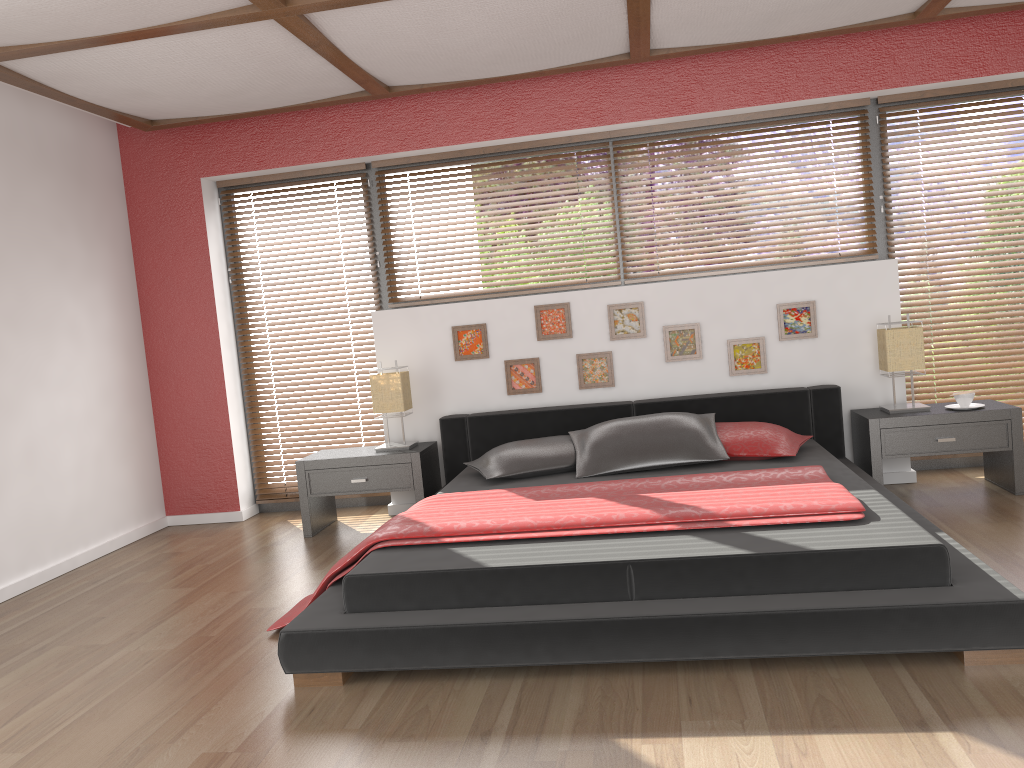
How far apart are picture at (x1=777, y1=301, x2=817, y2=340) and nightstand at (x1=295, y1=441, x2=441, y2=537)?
2.0 meters

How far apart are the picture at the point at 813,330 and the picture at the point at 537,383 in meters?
1.3

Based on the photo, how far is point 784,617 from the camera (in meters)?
2.51

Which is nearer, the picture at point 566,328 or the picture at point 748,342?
the picture at point 748,342

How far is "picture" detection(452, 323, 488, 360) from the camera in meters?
5.0 m

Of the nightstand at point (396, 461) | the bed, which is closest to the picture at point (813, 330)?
the bed

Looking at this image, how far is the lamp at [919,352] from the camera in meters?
4.4 m

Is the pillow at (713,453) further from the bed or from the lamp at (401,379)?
the lamp at (401,379)

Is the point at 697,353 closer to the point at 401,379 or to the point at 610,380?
the point at 610,380

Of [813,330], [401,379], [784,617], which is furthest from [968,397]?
[401,379]
